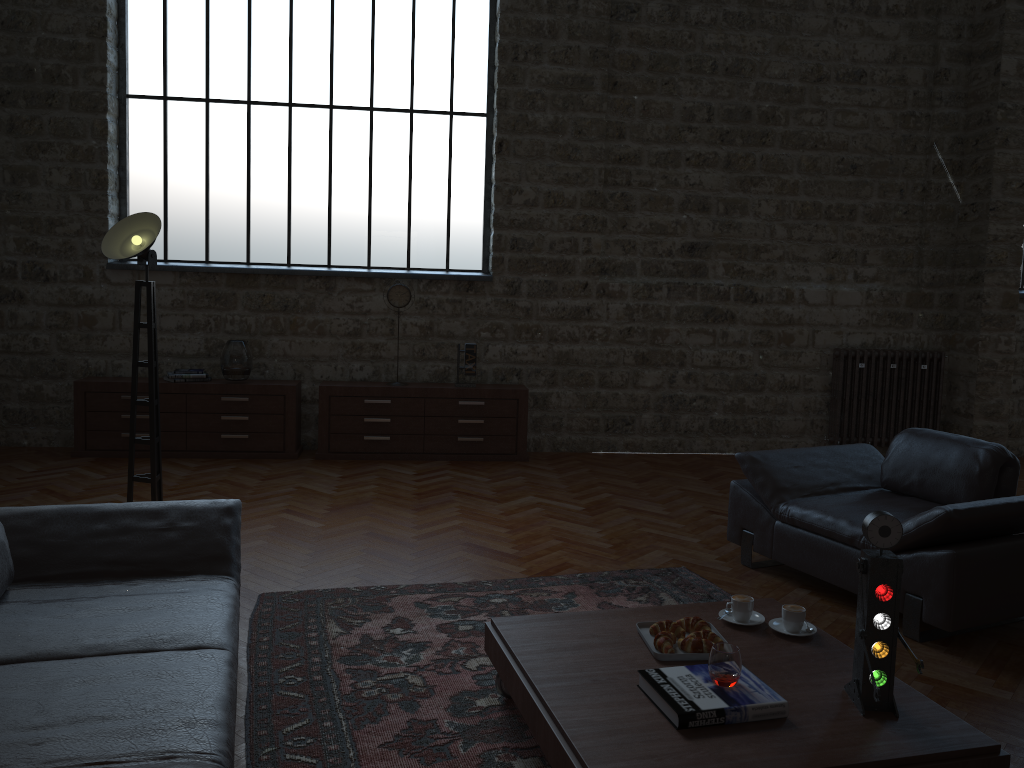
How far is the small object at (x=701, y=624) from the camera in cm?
301

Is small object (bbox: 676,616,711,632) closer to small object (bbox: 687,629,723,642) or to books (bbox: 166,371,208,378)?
small object (bbox: 687,629,723,642)

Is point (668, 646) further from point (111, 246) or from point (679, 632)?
point (111, 246)

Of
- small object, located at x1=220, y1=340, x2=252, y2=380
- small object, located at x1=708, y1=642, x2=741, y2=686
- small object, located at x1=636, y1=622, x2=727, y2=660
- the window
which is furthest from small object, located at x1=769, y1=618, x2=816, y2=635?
the window

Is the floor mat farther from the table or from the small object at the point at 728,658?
Result: the small object at the point at 728,658

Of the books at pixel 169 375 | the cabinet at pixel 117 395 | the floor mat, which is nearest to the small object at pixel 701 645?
the floor mat

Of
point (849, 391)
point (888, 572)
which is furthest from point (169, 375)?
point (888, 572)

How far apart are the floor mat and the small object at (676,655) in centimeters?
48cm

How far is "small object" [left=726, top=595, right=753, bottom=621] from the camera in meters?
3.1

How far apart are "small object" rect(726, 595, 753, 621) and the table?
0.0 meters
